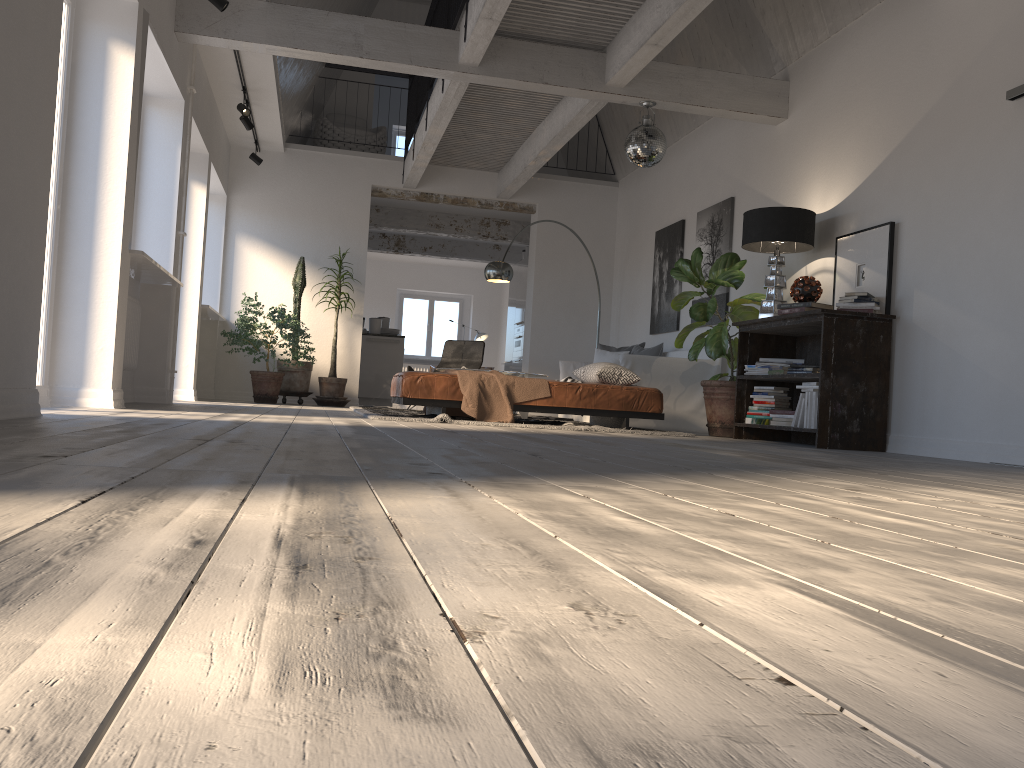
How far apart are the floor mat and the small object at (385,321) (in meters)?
4.36

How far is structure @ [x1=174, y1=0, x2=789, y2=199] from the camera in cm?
635

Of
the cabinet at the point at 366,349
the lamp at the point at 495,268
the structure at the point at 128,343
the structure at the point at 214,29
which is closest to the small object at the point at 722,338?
the structure at the point at 214,29

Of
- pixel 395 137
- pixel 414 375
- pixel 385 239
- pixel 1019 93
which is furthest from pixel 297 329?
pixel 395 137

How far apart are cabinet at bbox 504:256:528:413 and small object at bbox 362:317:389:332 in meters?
2.1

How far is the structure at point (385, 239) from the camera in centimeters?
1507cm

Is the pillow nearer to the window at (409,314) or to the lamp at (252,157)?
the lamp at (252,157)

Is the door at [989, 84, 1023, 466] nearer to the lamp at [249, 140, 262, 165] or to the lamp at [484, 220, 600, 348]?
the lamp at [484, 220, 600, 348]

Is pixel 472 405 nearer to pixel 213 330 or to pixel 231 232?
pixel 213 330

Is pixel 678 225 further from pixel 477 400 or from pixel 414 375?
pixel 414 375
